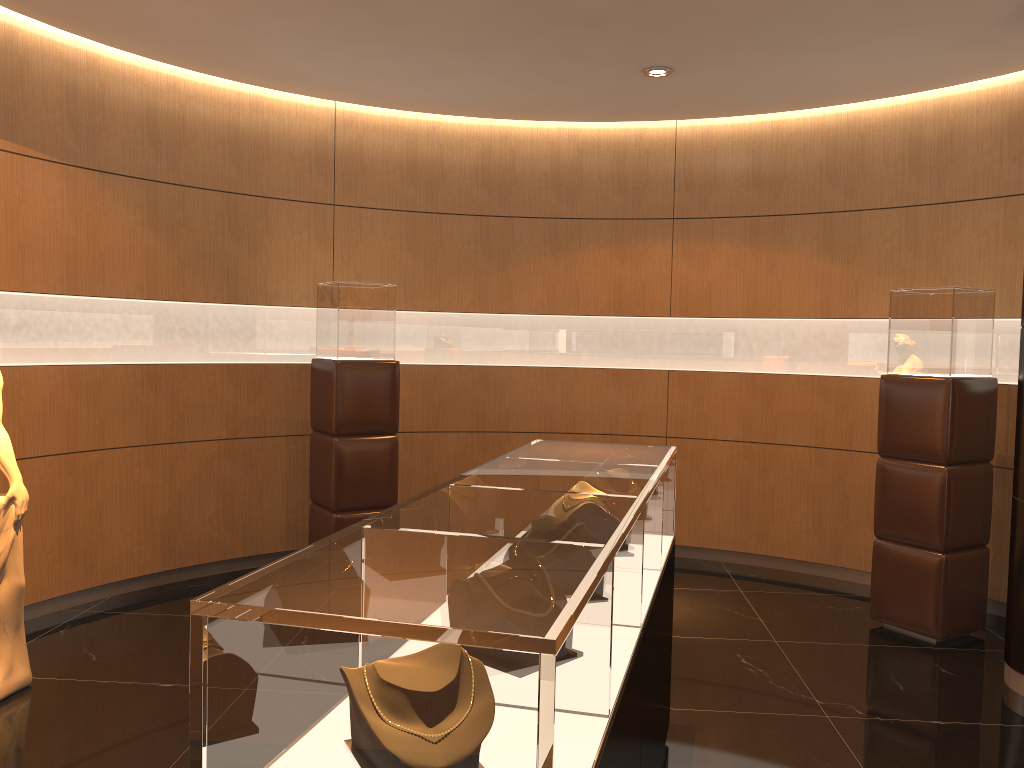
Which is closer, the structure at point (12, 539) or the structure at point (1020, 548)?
the structure at point (12, 539)

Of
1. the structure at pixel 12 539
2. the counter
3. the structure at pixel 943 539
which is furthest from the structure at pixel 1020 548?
the structure at pixel 12 539

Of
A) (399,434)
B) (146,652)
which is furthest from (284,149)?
(146,652)

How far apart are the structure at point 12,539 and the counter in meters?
2.3 m

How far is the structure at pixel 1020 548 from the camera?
4.3 meters

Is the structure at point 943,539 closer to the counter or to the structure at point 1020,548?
the structure at point 1020,548

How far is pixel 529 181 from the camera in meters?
6.8 m

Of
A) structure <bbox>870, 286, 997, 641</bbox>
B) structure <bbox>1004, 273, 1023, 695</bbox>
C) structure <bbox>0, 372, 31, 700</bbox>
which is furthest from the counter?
structure <bbox>0, 372, 31, 700</bbox>

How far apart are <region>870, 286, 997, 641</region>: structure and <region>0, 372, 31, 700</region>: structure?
4.5m

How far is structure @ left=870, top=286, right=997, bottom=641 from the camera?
4.91m
